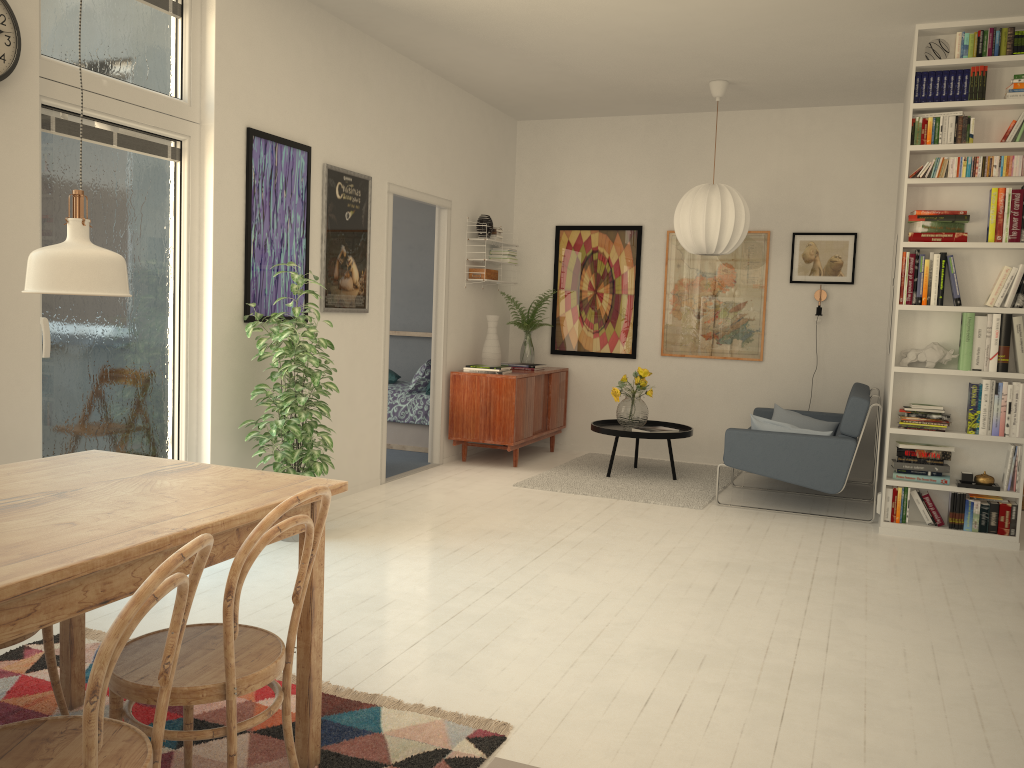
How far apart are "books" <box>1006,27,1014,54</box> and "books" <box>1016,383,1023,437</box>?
2.0 meters

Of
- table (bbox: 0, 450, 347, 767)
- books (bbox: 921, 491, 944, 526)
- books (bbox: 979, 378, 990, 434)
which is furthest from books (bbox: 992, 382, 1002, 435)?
table (bbox: 0, 450, 347, 767)

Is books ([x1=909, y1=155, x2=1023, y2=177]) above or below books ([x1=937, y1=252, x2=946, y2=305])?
above

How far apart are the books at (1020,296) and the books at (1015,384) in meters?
0.4 m

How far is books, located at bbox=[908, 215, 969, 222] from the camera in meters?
4.9 m

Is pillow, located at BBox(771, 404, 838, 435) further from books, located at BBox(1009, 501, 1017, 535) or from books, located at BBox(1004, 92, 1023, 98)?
books, located at BBox(1004, 92, 1023, 98)

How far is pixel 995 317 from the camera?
4.9 meters

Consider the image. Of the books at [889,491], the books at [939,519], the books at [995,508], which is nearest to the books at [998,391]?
the books at [995,508]

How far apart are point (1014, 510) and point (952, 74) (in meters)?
2.45

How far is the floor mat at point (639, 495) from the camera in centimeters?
595cm
